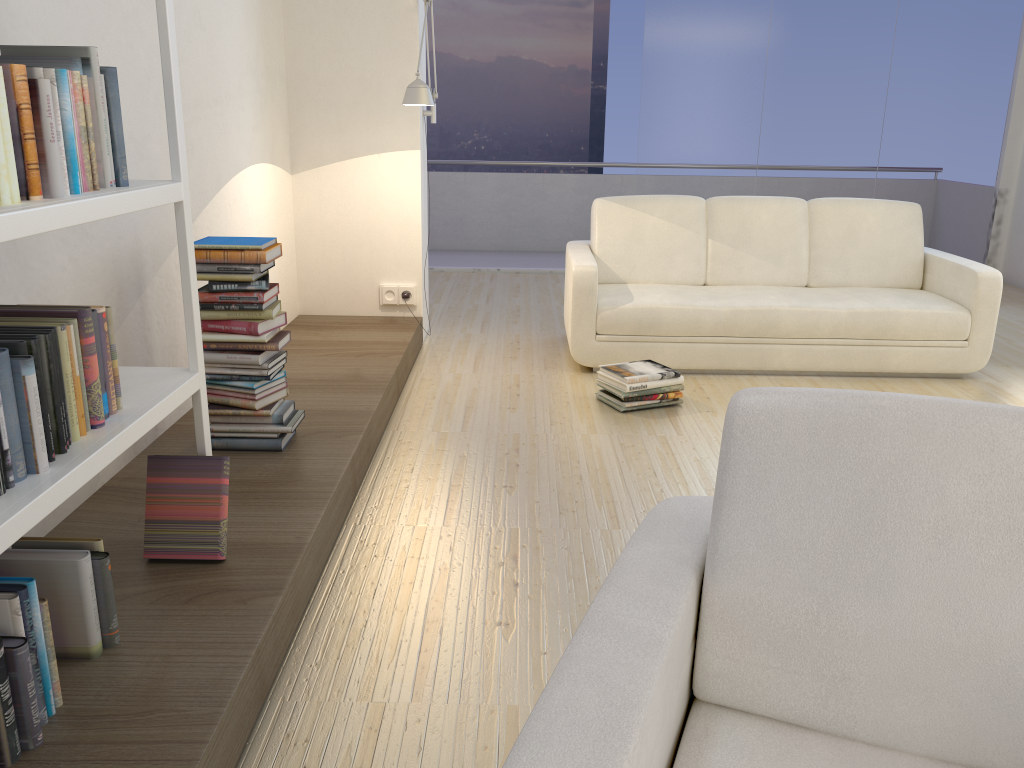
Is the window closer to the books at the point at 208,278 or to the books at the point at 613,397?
the books at the point at 613,397

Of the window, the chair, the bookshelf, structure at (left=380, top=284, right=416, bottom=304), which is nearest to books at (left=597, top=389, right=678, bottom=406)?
structure at (left=380, top=284, right=416, bottom=304)

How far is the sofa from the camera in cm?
448

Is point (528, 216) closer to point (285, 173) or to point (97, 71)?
point (285, 173)

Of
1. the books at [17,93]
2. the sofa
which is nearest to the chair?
the books at [17,93]

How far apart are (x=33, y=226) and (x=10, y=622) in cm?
68

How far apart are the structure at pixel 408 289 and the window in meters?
3.1 m

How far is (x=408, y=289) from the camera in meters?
5.0 m

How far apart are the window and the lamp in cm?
286

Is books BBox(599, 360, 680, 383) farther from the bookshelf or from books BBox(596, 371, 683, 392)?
the bookshelf
